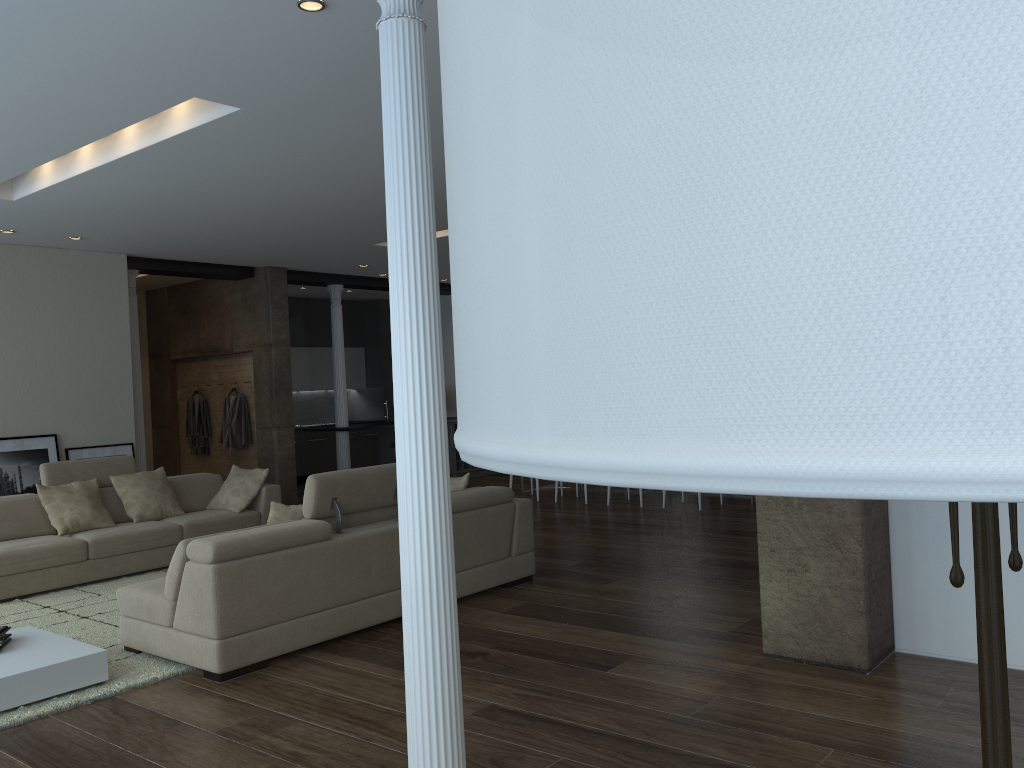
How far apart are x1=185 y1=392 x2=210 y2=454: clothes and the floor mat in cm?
474

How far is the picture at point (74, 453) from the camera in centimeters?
891cm

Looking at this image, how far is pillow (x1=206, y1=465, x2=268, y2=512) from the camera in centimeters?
797cm

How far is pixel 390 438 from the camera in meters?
13.2 m

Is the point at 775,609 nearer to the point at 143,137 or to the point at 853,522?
the point at 853,522

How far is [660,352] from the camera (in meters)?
0.35

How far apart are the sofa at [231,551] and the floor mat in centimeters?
3cm

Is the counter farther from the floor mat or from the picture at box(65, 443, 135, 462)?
the floor mat

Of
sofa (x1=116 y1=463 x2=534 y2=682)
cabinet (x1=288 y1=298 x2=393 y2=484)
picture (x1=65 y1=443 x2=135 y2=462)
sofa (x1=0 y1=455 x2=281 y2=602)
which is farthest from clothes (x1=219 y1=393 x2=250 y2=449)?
sofa (x1=116 y1=463 x2=534 y2=682)

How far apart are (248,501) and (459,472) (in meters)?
5.66
